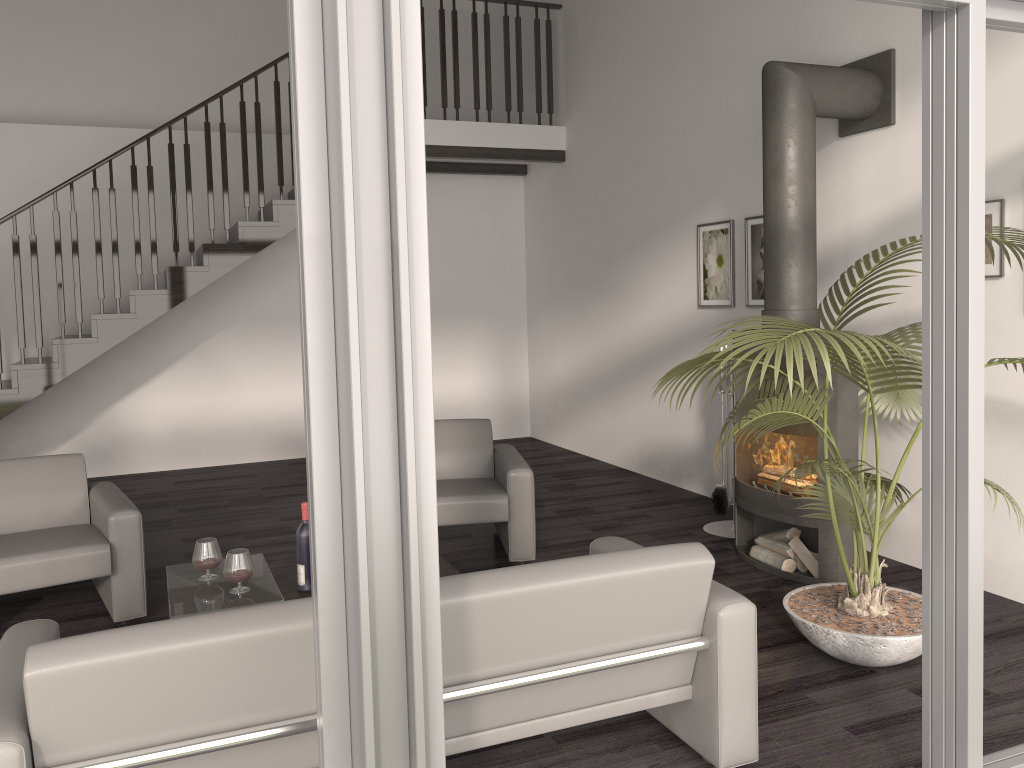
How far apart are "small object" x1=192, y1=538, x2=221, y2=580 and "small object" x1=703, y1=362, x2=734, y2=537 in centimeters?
301cm

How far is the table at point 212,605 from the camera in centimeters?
330cm

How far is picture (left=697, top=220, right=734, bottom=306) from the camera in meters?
5.9 m

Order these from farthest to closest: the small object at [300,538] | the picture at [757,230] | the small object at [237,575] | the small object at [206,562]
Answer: the picture at [757,230] < the small object at [300,538] < the small object at [206,562] < the small object at [237,575]

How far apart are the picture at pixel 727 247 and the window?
3.38m

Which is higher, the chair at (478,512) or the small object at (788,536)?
the chair at (478,512)

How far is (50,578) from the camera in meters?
3.8

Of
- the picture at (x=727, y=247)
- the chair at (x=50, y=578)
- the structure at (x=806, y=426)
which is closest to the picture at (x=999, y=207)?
the structure at (x=806, y=426)

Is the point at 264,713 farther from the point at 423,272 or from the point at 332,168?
the point at 332,168

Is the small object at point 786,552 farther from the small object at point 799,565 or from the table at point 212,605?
the table at point 212,605
